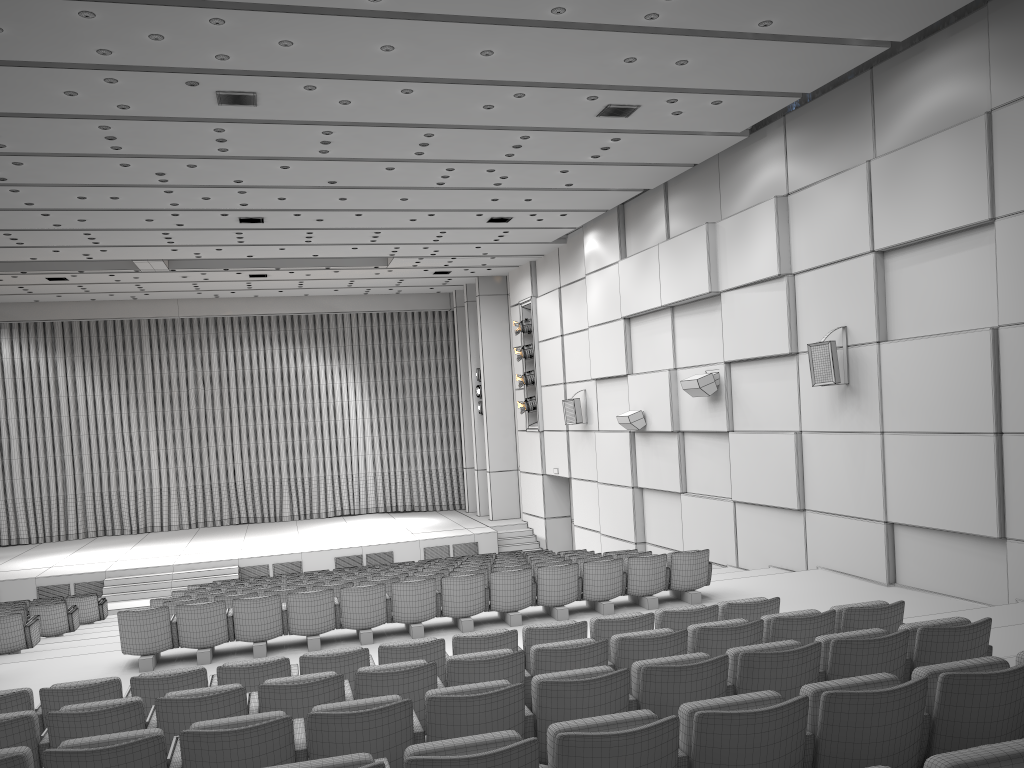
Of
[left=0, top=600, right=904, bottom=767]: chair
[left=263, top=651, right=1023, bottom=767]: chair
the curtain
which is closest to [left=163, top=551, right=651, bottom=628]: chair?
[left=0, top=600, right=904, bottom=767]: chair

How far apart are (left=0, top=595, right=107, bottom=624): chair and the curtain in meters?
11.3

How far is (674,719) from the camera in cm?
321

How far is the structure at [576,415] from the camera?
19.0m

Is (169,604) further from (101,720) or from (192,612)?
(101,720)

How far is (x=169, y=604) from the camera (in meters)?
9.86

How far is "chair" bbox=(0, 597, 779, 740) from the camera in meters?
5.7 m

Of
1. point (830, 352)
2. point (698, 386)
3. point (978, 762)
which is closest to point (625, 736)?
point (978, 762)

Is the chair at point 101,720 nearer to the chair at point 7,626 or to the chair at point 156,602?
the chair at point 156,602

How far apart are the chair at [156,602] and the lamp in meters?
10.4 m
